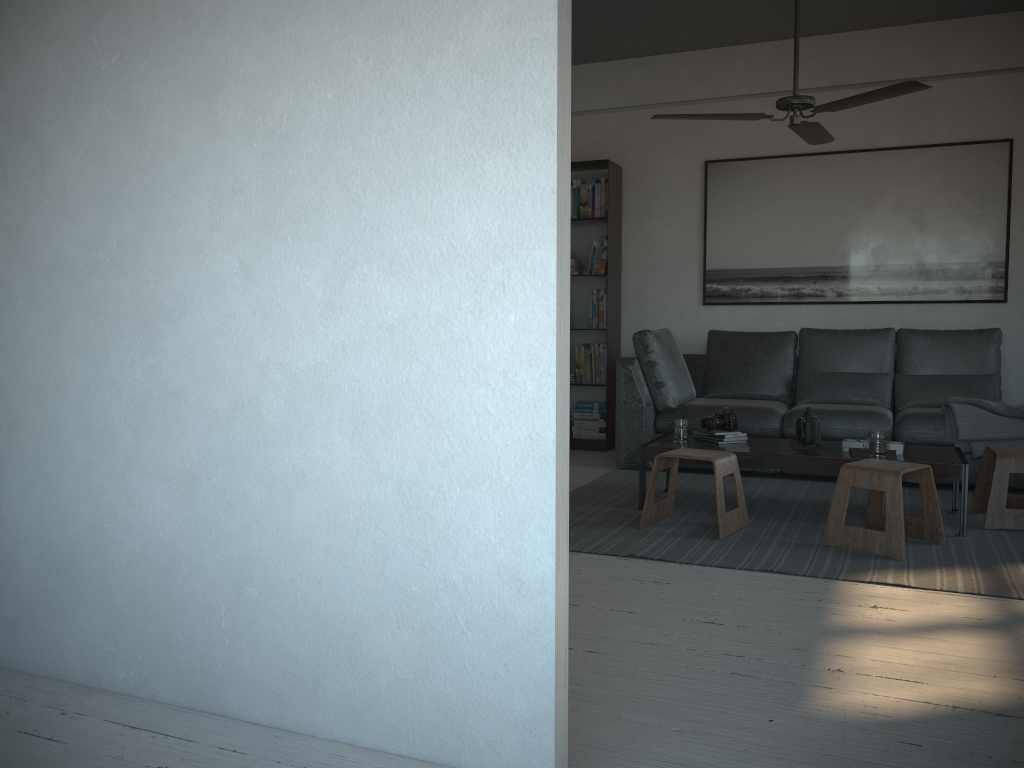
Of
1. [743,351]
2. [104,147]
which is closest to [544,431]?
[104,147]

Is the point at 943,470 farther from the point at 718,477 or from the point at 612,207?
the point at 612,207

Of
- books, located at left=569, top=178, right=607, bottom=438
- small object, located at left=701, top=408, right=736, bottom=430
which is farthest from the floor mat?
books, located at left=569, top=178, right=607, bottom=438

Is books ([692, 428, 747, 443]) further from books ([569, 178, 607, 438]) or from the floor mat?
books ([569, 178, 607, 438])

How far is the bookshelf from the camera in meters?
6.4

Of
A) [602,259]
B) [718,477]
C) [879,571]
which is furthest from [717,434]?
[602,259]

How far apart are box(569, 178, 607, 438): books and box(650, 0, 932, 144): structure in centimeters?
201cm

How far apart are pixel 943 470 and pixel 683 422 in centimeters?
120cm

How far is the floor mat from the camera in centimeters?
329cm

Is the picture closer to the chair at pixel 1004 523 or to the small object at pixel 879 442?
the chair at pixel 1004 523
